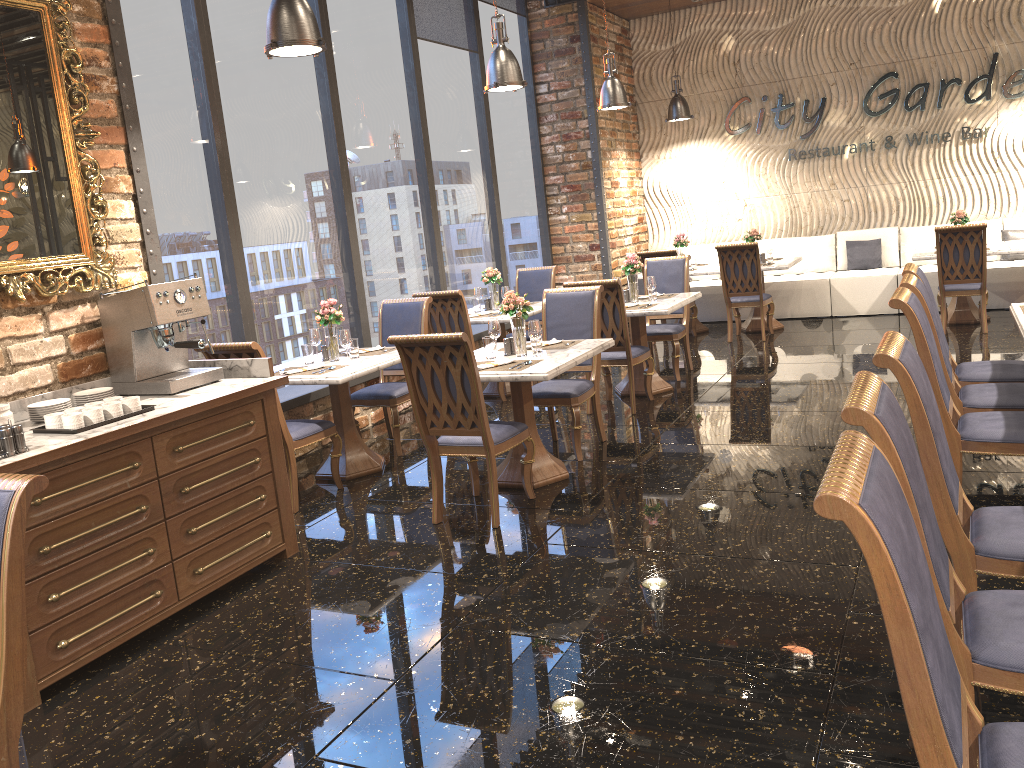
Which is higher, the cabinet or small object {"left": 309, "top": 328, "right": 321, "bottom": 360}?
small object {"left": 309, "top": 328, "right": 321, "bottom": 360}

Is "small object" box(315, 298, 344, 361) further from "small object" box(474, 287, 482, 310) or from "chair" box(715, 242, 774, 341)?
A: "chair" box(715, 242, 774, 341)

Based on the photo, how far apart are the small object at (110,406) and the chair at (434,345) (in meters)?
1.31

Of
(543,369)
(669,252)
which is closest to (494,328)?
(543,369)

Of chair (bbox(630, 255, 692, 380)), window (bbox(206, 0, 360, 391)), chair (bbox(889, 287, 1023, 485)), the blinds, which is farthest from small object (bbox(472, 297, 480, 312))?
chair (bbox(889, 287, 1023, 485))

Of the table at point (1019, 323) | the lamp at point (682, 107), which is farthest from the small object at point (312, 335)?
the lamp at point (682, 107)

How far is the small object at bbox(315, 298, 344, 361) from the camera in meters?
5.8

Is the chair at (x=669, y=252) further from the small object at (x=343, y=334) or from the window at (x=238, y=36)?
the small object at (x=343, y=334)

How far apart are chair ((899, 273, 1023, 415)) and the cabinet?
3.1m

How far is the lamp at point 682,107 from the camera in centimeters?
1105cm
